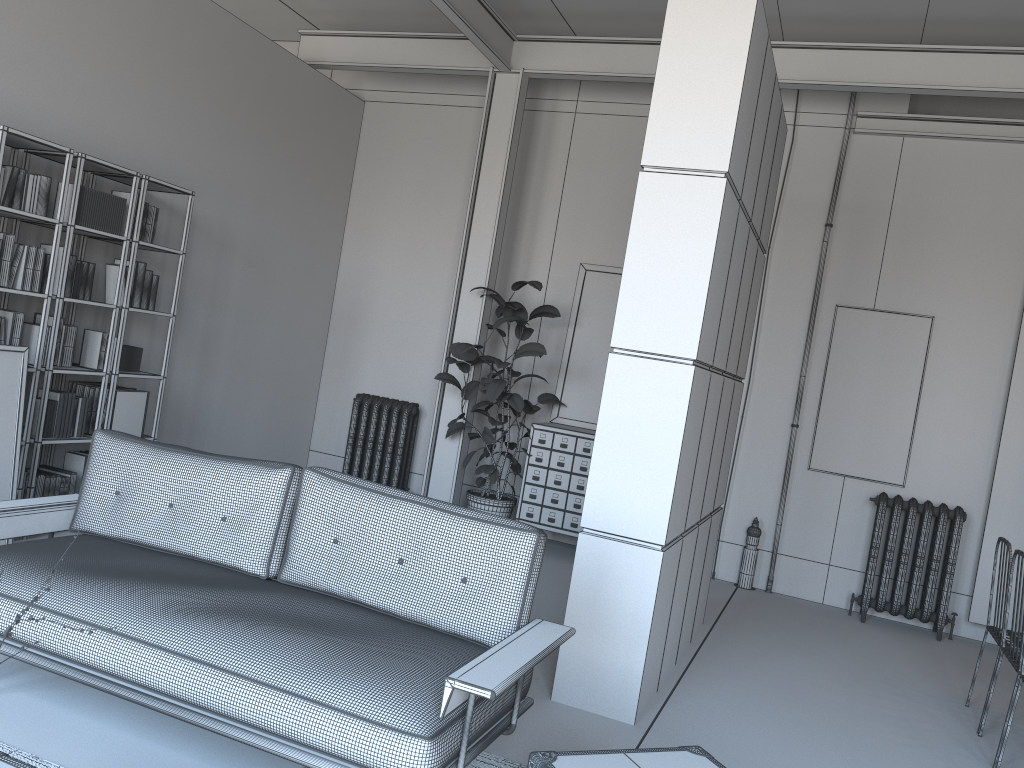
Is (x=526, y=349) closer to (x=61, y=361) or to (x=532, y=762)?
(x=61, y=361)

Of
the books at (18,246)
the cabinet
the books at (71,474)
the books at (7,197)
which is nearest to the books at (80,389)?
the books at (71,474)

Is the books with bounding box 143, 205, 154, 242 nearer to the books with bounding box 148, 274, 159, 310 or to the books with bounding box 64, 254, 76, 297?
the books with bounding box 148, 274, 159, 310

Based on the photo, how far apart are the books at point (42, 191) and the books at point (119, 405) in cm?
121

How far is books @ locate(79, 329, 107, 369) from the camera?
5.7 meters

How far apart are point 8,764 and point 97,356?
3.94m

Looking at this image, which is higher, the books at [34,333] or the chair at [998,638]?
the books at [34,333]

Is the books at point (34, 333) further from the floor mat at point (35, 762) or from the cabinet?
the cabinet

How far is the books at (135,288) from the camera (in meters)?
5.70

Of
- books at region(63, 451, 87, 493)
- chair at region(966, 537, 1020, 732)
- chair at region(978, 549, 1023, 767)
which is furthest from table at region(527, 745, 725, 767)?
books at region(63, 451, 87, 493)
